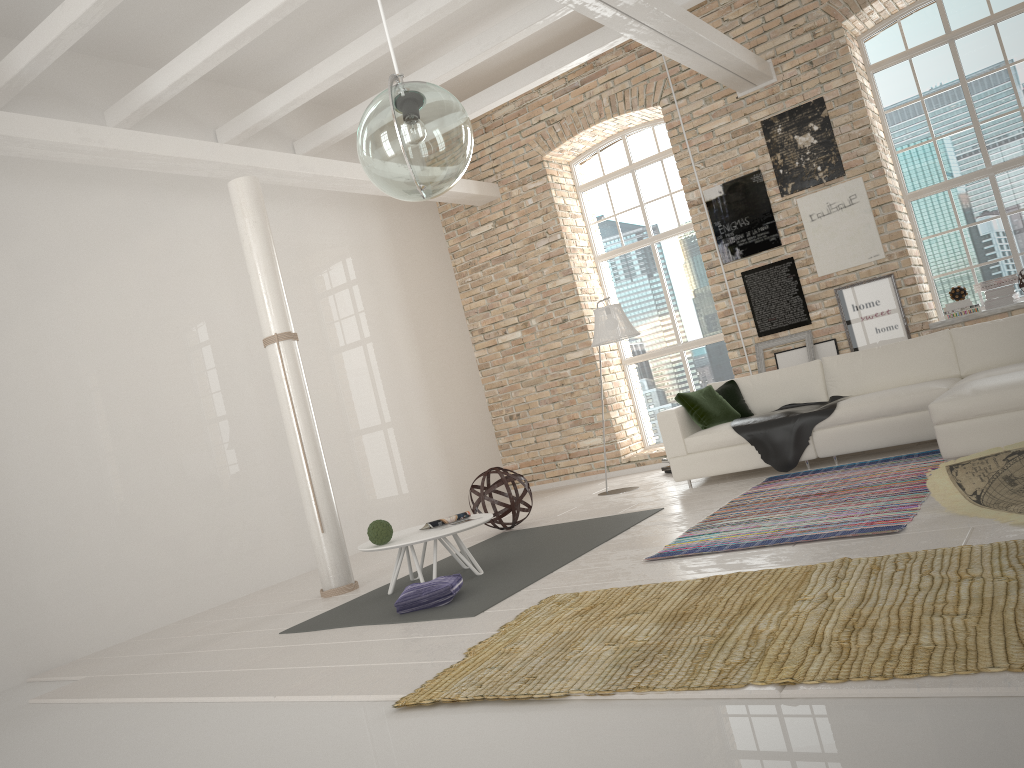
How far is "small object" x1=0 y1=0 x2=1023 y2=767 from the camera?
2.52m

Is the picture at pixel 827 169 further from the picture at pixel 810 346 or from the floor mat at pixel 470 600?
the floor mat at pixel 470 600

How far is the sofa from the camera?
5.1m

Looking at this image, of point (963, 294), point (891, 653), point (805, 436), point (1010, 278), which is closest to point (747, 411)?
point (805, 436)

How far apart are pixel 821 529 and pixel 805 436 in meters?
2.4

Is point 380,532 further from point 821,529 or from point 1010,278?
point 1010,278

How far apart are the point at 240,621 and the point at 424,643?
2.38m

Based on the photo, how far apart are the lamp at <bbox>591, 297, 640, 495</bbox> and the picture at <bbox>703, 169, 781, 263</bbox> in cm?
181

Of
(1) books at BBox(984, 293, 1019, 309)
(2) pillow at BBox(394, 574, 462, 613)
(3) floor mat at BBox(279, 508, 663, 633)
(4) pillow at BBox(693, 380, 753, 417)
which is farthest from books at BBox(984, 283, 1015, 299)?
(2) pillow at BBox(394, 574, 462, 613)

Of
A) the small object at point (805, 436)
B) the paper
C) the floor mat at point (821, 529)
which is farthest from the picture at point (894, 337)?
the paper
